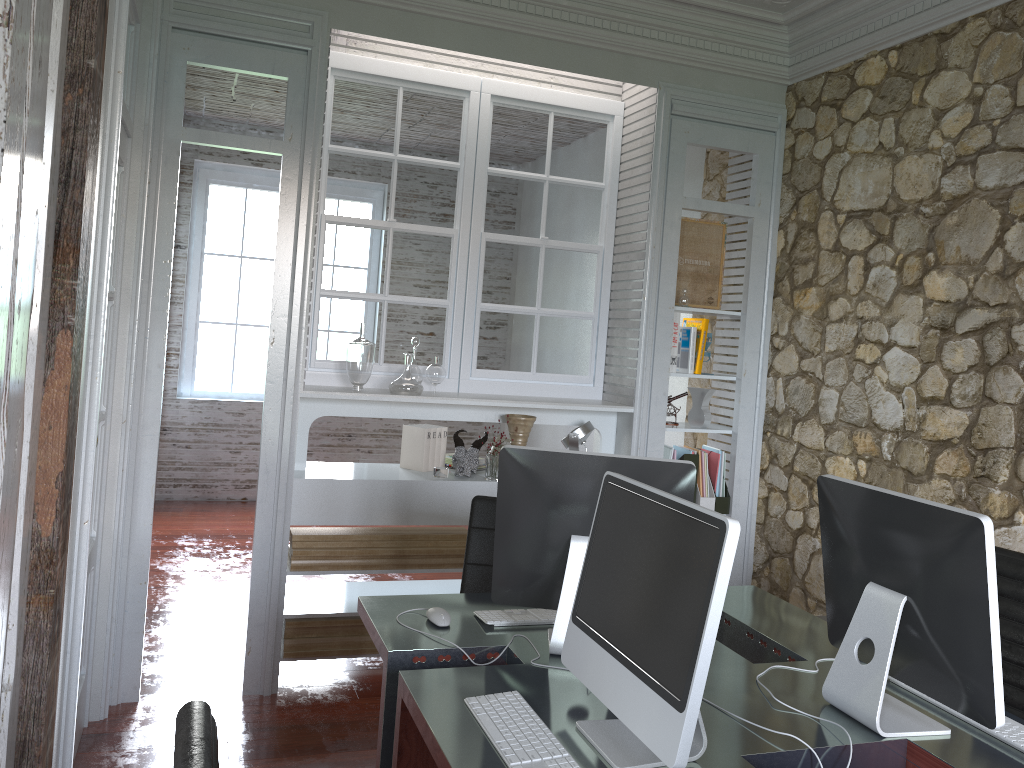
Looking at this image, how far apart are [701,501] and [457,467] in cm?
120

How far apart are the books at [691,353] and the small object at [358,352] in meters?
1.5 m

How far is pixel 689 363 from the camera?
4.22m

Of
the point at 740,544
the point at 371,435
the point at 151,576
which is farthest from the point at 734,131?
the point at 371,435

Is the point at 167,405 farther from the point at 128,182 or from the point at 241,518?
the point at 128,182

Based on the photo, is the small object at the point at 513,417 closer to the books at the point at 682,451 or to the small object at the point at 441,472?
the small object at the point at 441,472

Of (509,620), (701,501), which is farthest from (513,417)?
(509,620)

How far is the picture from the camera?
4.2 meters

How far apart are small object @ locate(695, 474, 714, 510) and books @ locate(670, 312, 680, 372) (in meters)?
0.63

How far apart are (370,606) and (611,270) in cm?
238
